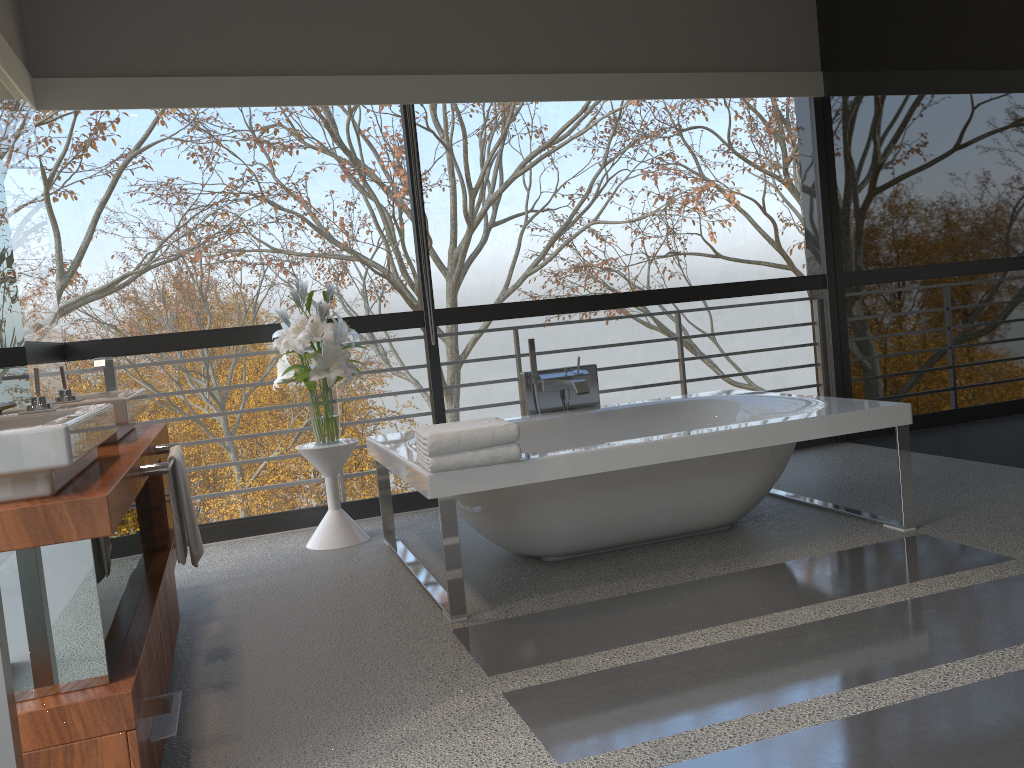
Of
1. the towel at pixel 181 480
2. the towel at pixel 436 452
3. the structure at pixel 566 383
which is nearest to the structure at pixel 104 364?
the towel at pixel 181 480

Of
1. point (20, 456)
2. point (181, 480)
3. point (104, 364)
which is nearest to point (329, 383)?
point (104, 364)

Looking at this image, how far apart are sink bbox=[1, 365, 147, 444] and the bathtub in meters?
0.9

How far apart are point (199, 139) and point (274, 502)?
19.9m

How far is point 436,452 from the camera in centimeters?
290cm

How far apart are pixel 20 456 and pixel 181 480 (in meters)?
0.90

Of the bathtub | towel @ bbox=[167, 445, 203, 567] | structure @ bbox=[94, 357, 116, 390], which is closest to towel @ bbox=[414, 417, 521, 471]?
the bathtub

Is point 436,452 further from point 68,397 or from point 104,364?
point 104,364

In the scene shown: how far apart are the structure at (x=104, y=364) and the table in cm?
88

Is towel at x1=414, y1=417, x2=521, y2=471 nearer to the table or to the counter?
the counter
